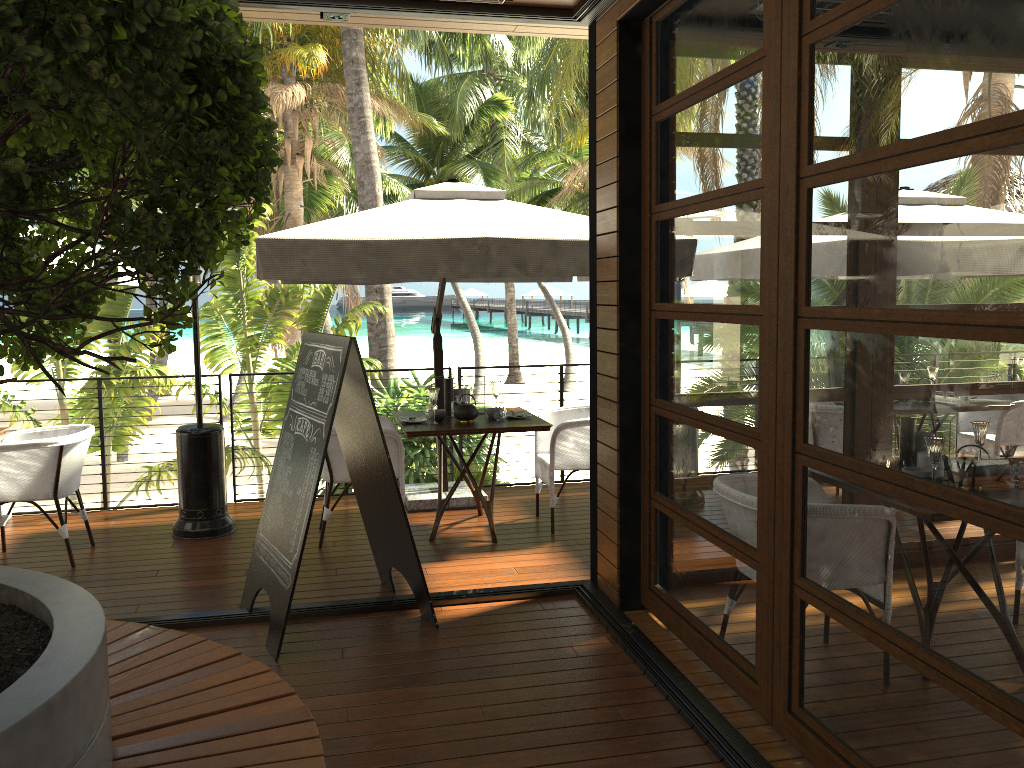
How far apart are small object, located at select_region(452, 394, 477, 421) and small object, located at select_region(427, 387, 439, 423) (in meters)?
0.18

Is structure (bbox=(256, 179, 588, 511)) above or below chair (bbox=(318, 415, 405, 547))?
above

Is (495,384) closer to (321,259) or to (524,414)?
(524,414)

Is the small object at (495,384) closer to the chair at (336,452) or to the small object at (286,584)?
the chair at (336,452)

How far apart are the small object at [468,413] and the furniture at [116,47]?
3.0m

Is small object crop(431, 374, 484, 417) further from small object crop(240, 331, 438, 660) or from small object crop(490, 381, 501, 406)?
small object crop(240, 331, 438, 660)

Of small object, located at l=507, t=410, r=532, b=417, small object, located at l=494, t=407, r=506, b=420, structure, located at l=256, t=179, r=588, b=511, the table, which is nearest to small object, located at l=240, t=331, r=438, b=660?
structure, located at l=256, t=179, r=588, b=511

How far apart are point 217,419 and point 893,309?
25.94m

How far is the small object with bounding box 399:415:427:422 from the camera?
5.83m

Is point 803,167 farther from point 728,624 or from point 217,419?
point 217,419
